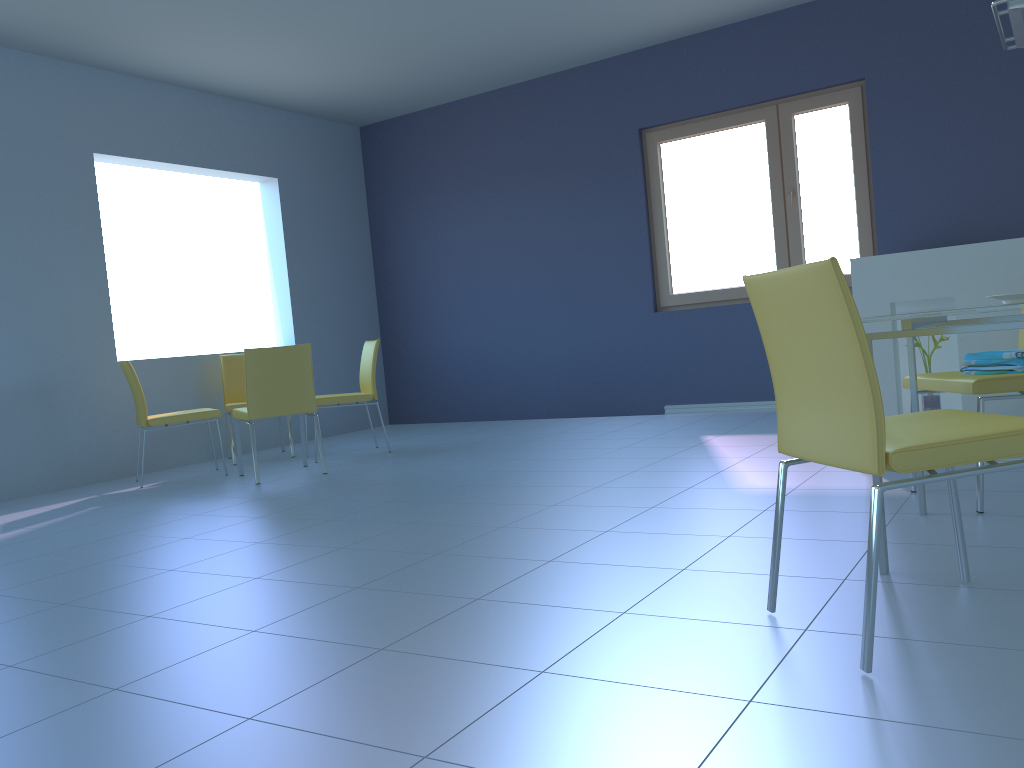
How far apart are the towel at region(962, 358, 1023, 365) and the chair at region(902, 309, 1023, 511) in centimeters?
9cm

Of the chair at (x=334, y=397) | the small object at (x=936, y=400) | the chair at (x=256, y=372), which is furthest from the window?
the chair at (x=256, y=372)

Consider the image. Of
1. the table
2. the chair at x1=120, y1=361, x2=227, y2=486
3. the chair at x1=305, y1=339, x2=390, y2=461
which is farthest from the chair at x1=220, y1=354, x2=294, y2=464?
the table

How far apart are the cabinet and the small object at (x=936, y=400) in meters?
0.1 m

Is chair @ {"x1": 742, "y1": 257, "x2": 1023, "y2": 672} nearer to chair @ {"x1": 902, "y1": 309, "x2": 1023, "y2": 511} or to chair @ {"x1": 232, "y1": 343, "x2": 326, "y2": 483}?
chair @ {"x1": 902, "y1": 309, "x2": 1023, "y2": 511}

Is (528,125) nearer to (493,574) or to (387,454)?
(387,454)

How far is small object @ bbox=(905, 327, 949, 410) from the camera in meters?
3.3 m

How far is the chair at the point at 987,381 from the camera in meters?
2.5

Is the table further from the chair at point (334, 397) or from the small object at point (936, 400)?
the chair at point (334, 397)

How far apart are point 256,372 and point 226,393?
1.4m
